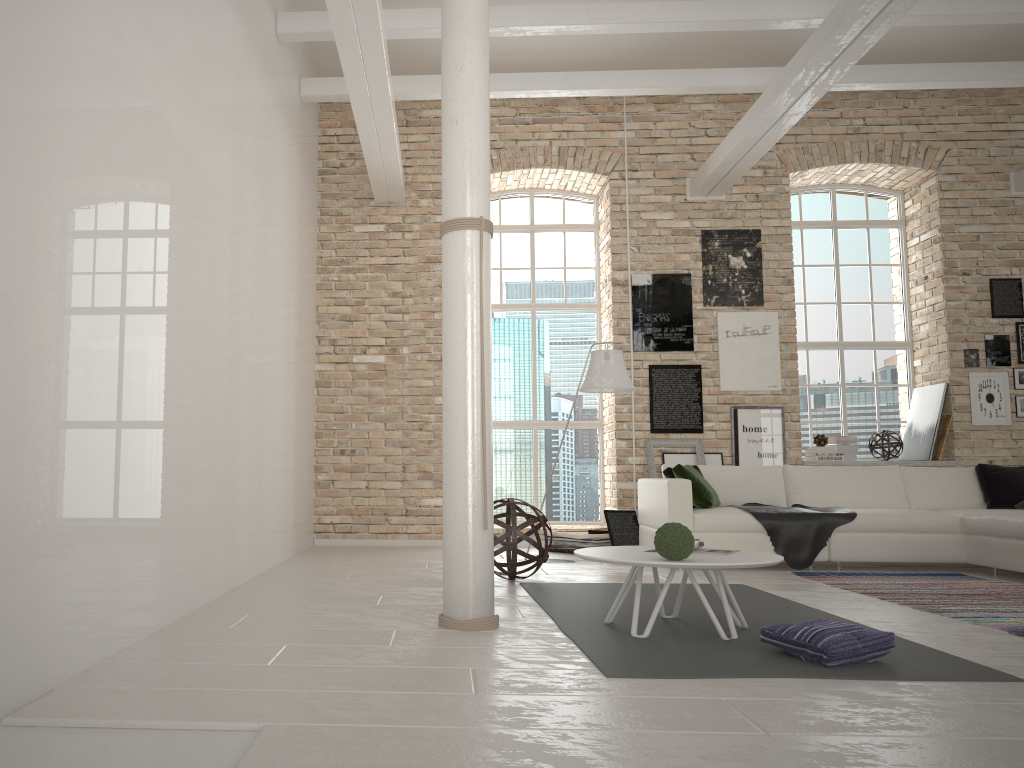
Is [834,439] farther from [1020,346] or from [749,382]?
[1020,346]

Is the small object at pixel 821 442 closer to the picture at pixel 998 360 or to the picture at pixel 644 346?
the picture at pixel 644 346

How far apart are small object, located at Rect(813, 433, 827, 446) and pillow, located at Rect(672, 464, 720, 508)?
2.5 meters

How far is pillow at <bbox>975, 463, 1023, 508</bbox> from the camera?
6.95m

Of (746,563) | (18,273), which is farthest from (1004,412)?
(18,273)

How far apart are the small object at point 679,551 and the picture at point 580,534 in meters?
4.1

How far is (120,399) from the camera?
3.53m

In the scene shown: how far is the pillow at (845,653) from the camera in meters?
3.1 m

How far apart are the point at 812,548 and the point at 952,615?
2.03m

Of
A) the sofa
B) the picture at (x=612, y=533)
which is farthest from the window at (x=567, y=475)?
the sofa
